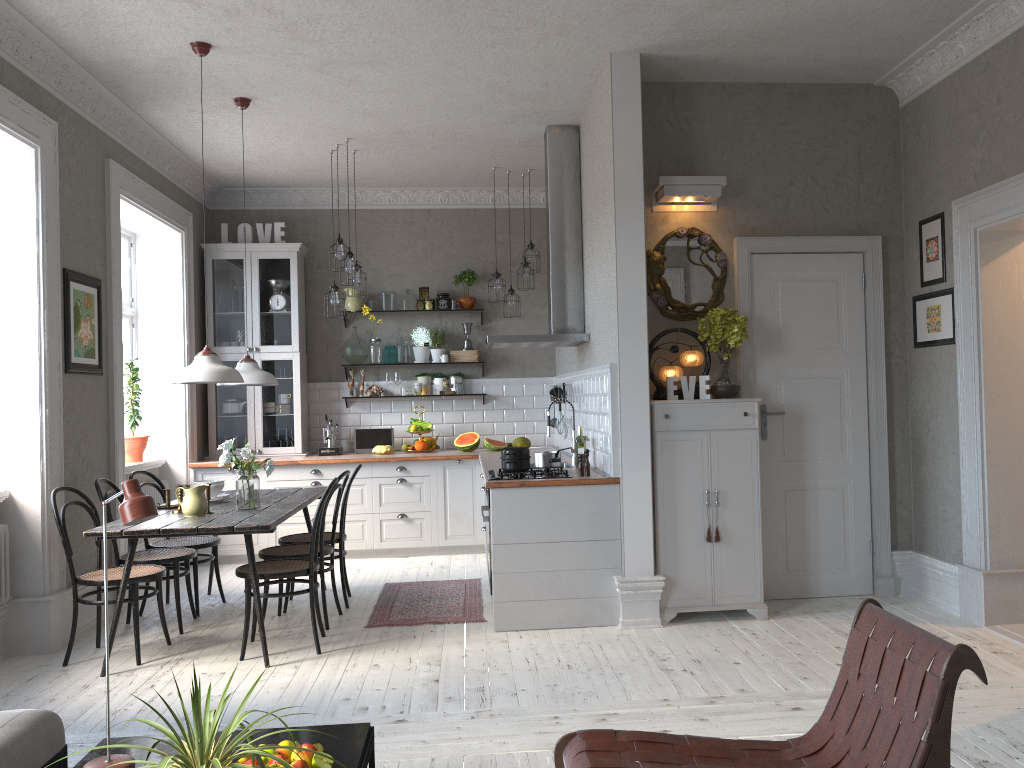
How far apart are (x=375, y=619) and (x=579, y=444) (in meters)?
1.68

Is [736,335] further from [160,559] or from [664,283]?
[160,559]

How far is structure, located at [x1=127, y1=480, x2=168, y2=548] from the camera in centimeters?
688cm

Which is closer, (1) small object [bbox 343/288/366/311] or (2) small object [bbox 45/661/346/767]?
(2) small object [bbox 45/661/346/767]

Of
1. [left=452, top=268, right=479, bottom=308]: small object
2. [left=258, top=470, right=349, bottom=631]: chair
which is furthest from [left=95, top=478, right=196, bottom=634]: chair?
[left=452, top=268, right=479, bottom=308]: small object

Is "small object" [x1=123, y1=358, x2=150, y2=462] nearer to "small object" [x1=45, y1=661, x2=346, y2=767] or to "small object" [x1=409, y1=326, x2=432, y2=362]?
"small object" [x1=409, y1=326, x2=432, y2=362]

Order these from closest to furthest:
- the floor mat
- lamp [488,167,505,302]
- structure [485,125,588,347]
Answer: the floor mat, structure [485,125,588,347], lamp [488,167,505,302]

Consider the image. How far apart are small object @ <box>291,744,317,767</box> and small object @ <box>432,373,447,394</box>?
5.9m

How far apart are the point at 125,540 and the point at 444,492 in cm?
257

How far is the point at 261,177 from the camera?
7.8 meters
